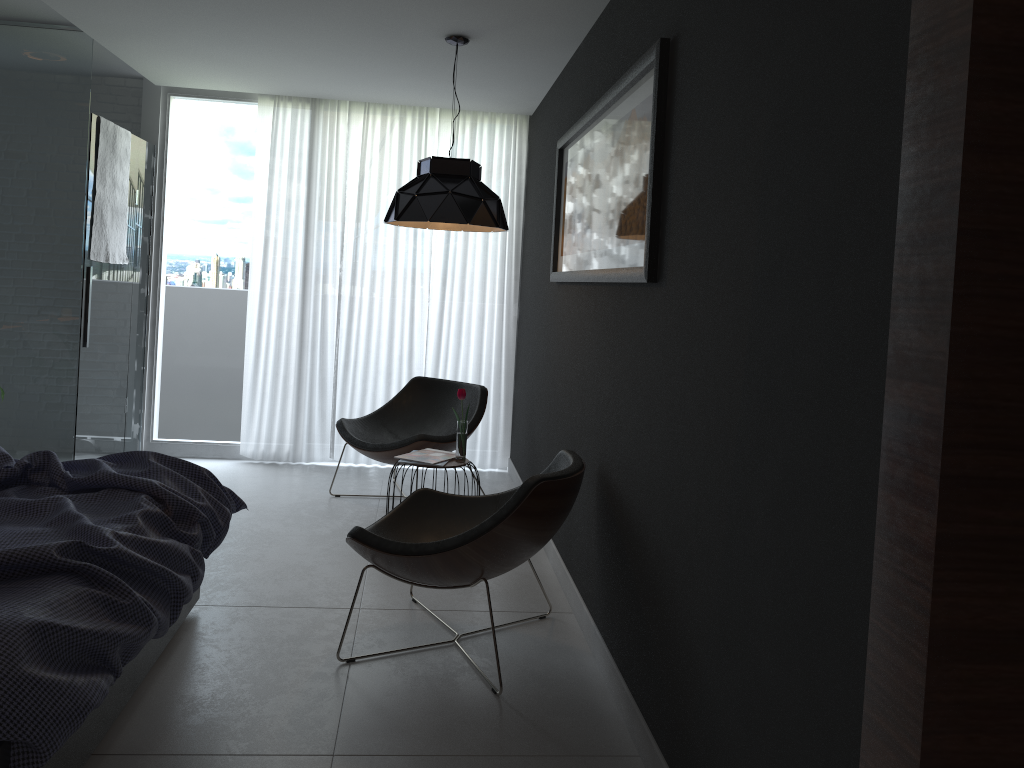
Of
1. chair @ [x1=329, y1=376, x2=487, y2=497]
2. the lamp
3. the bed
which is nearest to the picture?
the lamp

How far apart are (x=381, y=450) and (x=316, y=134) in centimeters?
233cm

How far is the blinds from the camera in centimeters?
590cm

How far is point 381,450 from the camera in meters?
4.9 m

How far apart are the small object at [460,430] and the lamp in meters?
0.8 m

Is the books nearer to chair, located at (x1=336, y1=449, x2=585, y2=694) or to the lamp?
chair, located at (x1=336, y1=449, x2=585, y2=694)

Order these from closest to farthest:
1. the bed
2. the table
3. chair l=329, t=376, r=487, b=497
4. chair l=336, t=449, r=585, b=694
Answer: the bed → chair l=336, t=449, r=585, b=694 → the table → chair l=329, t=376, r=487, b=497

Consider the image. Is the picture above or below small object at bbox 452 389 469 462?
above

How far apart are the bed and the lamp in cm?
145

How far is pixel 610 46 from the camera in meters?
3.4
